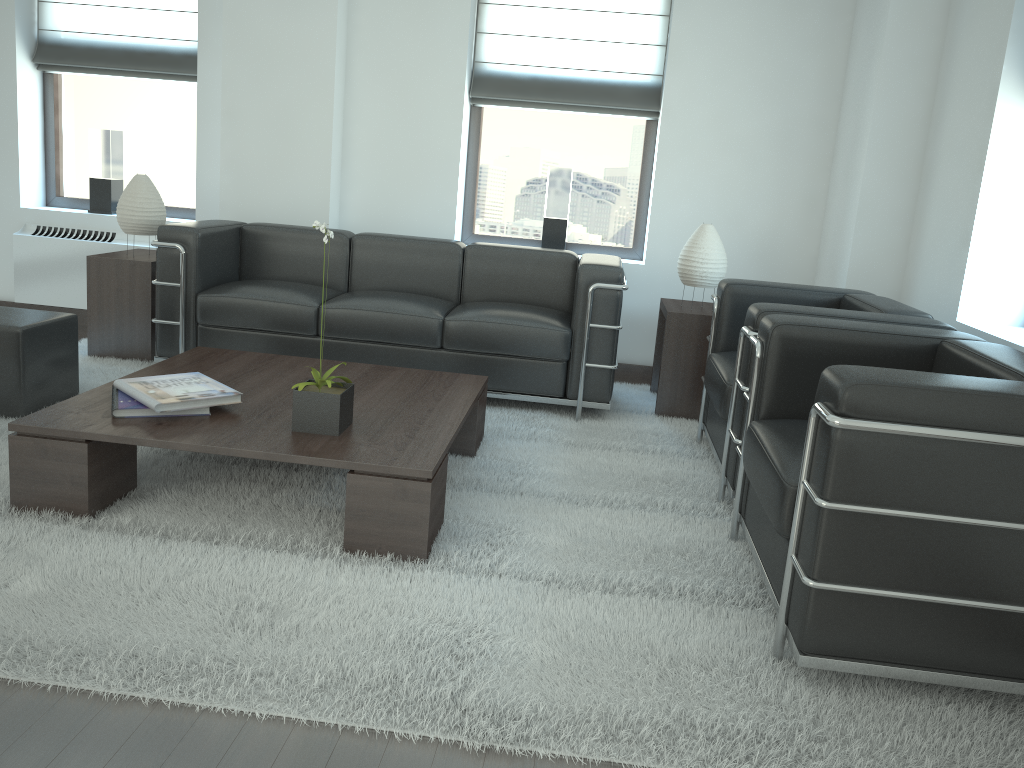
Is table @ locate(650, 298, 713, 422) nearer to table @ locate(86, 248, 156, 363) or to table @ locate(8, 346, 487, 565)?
table @ locate(8, 346, 487, 565)

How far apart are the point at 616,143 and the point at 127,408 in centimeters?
523cm

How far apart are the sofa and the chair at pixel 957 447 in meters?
1.9

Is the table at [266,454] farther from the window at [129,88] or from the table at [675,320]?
the window at [129,88]

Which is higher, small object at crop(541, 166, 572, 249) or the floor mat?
small object at crop(541, 166, 572, 249)

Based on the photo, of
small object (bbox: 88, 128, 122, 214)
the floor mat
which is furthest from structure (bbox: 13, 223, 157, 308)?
the floor mat

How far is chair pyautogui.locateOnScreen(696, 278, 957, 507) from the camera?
4.6m

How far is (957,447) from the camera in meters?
2.9 m

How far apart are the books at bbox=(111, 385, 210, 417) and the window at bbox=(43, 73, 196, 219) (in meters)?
4.45

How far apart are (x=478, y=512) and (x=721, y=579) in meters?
1.2 m
